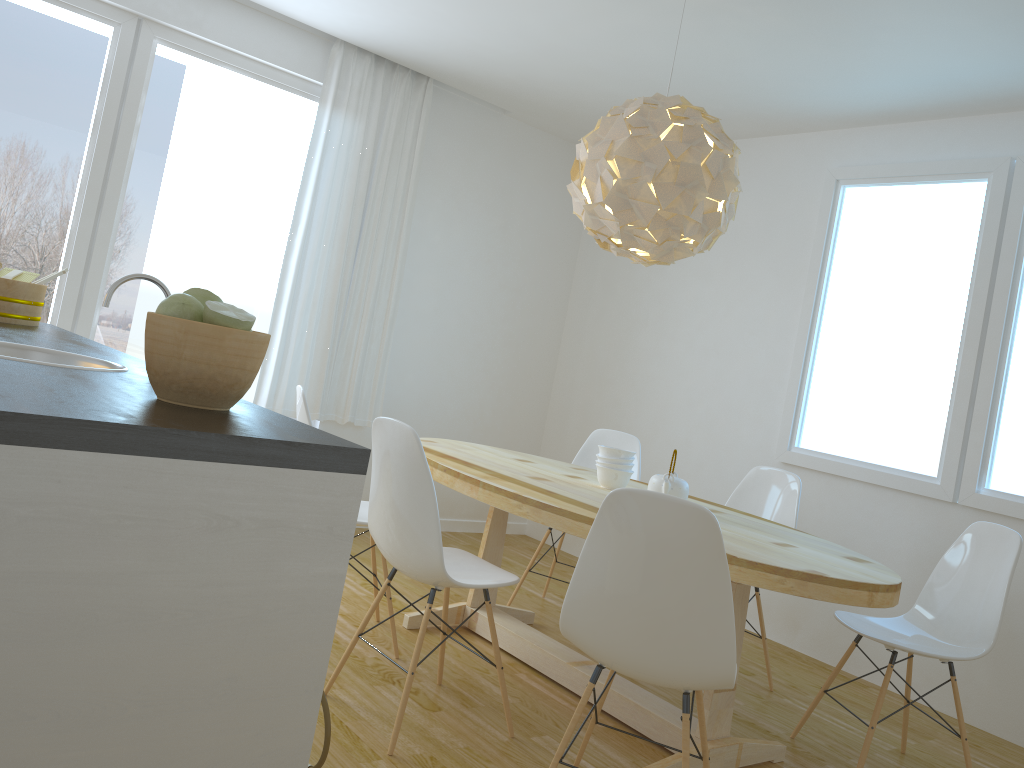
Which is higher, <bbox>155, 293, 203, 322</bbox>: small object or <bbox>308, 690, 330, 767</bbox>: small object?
<bbox>155, 293, 203, 322</bbox>: small object

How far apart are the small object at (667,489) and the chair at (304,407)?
1.05m

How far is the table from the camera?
2.4 meters

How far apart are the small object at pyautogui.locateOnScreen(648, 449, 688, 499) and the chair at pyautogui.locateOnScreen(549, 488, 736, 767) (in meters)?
0.85

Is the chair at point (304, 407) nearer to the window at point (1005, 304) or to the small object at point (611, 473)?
the small object at point (611, 473)

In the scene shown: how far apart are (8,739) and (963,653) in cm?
287

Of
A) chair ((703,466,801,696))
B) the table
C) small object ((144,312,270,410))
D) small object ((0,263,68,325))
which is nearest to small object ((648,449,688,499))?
the table

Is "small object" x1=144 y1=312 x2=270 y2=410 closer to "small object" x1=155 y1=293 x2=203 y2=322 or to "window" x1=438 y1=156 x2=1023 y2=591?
"small object" x1=155 y1=293 x2=203 y2=322

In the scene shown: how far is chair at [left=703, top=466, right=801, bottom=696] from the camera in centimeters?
384cm

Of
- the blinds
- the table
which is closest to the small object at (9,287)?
the table
